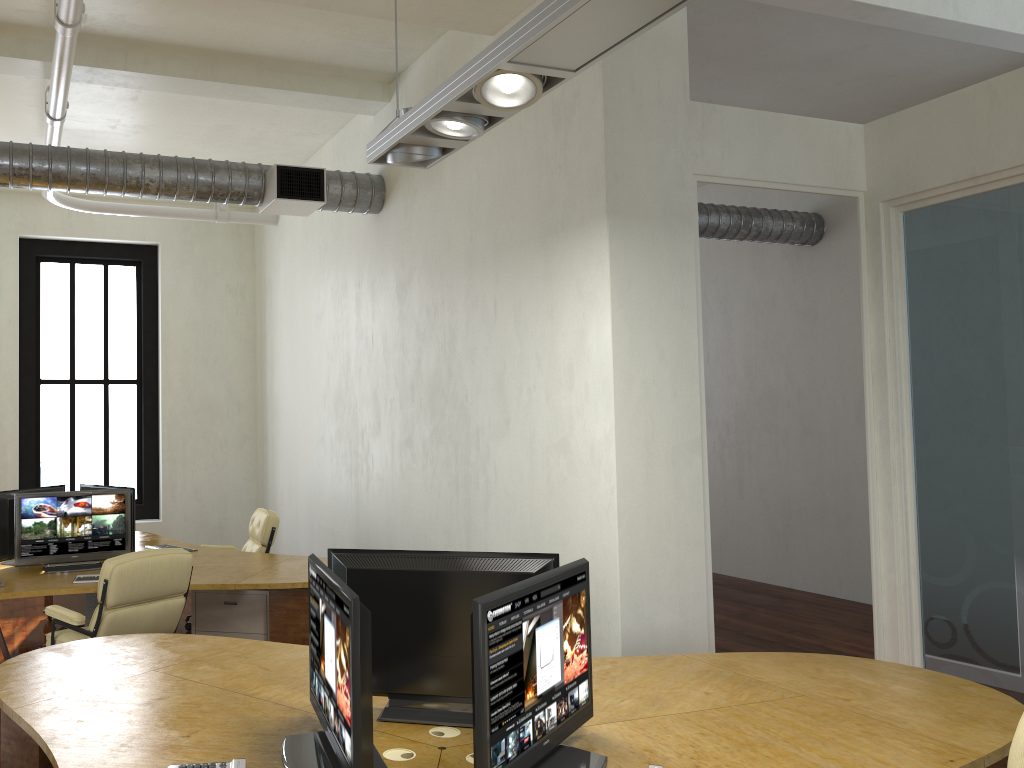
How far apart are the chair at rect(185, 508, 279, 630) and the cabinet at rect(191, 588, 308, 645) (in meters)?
1.34

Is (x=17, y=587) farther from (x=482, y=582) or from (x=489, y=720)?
(x=489, y=720)

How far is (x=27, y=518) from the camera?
6.2 meters

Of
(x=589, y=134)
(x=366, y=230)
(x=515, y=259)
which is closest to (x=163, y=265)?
(x=366, y=230)

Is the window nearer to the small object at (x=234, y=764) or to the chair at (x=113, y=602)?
the chair at (x=113, y=602)

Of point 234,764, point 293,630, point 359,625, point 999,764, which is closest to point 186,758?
point 234,764

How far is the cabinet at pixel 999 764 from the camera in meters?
2.9 m

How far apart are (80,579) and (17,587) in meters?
0.4

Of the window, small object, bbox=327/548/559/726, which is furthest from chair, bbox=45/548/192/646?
the window

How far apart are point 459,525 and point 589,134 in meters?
2.7
